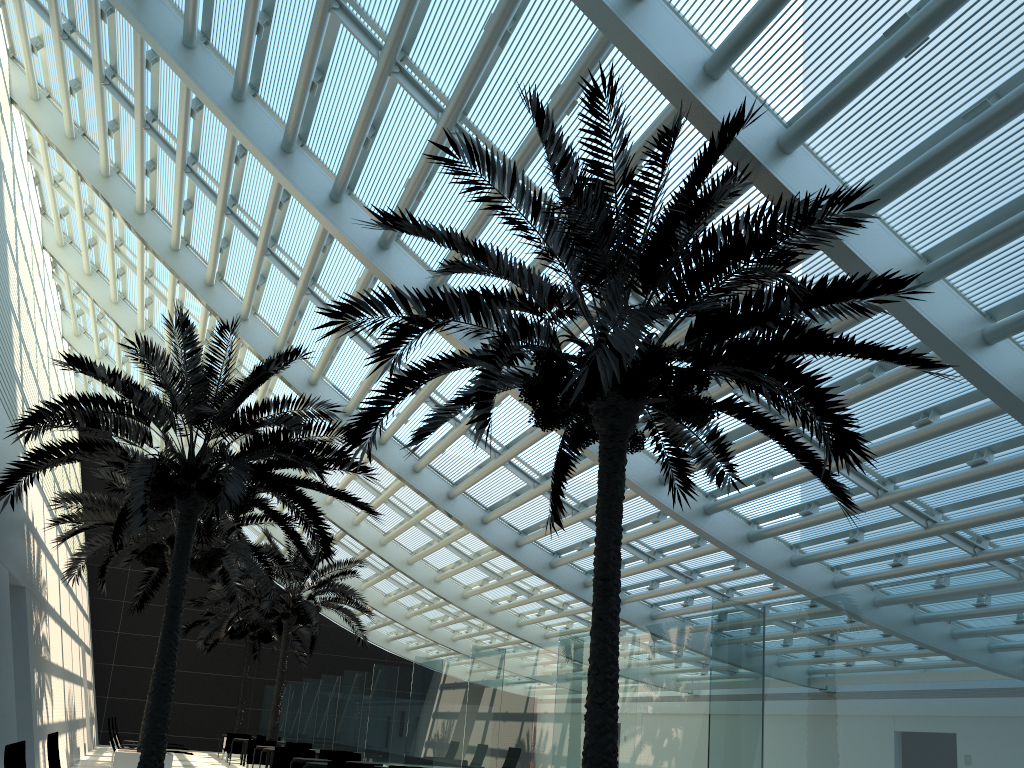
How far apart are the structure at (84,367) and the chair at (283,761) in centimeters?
517cm

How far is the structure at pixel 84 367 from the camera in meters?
10.3 m

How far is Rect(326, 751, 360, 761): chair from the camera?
16.8m

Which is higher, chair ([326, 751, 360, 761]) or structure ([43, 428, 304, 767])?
structure ([43, 428, 304, 767])

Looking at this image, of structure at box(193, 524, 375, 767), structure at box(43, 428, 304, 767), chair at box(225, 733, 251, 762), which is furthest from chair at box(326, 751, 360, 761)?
chair at box(225, 733, 251, 762)

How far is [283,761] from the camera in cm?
1638

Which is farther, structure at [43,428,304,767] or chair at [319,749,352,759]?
chair at [319,749,352,759]

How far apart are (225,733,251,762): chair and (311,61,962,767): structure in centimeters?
2110cm

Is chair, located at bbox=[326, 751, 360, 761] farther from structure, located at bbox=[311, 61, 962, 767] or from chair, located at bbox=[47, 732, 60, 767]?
structure, located at bbox=[311, 61, 962, 767]

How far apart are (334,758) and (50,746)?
10.2 meters
